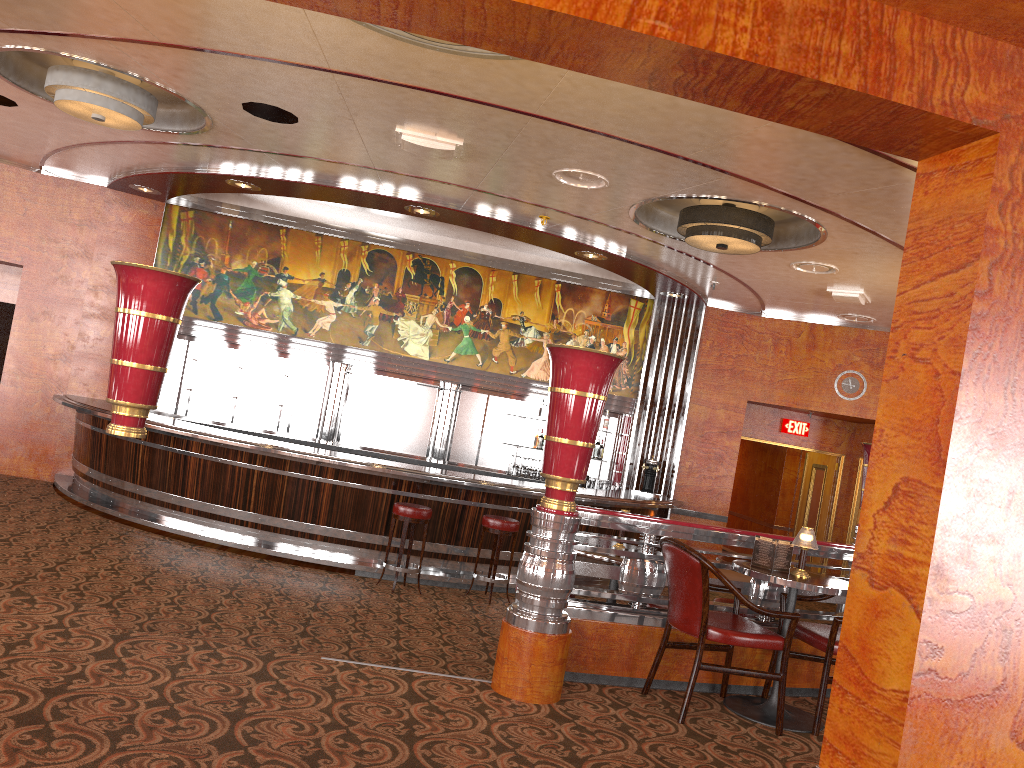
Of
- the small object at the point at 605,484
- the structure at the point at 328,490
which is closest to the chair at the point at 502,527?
the structure at the point at 328,490

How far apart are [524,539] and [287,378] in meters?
4.2

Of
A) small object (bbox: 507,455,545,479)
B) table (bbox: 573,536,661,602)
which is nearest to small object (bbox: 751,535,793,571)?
table (bbox: 573,536,661,602)

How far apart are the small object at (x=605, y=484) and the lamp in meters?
6.8

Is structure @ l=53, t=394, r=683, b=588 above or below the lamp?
below

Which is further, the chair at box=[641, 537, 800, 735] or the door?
the door

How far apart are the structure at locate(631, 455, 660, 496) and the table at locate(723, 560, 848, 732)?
6.5m

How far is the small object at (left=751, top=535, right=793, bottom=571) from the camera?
4.54m

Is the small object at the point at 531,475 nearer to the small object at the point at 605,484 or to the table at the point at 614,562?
the small object at the point at 605,484

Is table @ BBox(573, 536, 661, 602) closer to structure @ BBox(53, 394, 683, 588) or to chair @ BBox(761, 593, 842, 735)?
chair @ BBox(761, 593, 842, 735)
